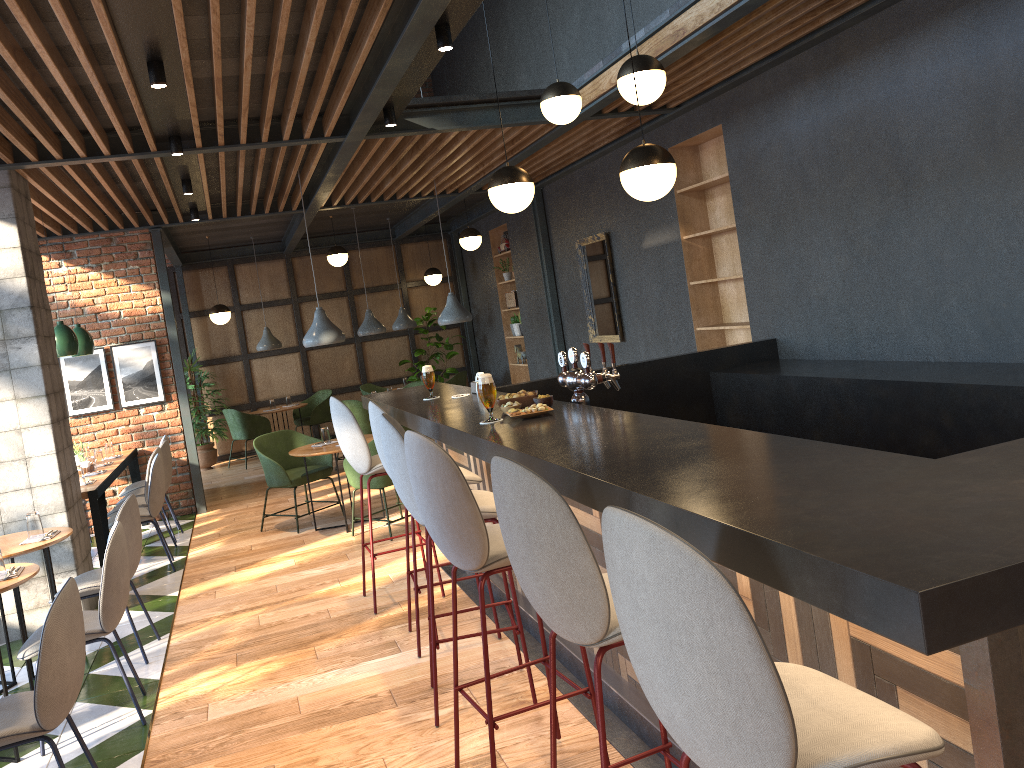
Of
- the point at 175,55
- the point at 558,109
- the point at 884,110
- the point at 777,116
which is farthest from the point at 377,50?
the point at 884,110

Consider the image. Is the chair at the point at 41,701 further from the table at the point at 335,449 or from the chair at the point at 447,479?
the table at the point at 335,449

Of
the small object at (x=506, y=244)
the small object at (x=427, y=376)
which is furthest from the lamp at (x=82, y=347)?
the small object at (x=506, y=244)

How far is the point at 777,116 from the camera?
5.8m

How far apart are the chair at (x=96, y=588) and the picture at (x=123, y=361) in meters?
4.2 m

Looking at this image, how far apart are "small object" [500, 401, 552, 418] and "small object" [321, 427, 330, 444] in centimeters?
430cm

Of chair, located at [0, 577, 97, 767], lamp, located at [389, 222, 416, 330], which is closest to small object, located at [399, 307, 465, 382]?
lamp, located at [389, 222, 416, 330]

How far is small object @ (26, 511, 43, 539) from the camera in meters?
4.8

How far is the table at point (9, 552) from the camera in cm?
453

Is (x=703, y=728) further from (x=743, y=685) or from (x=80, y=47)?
(x=80, y=47)
